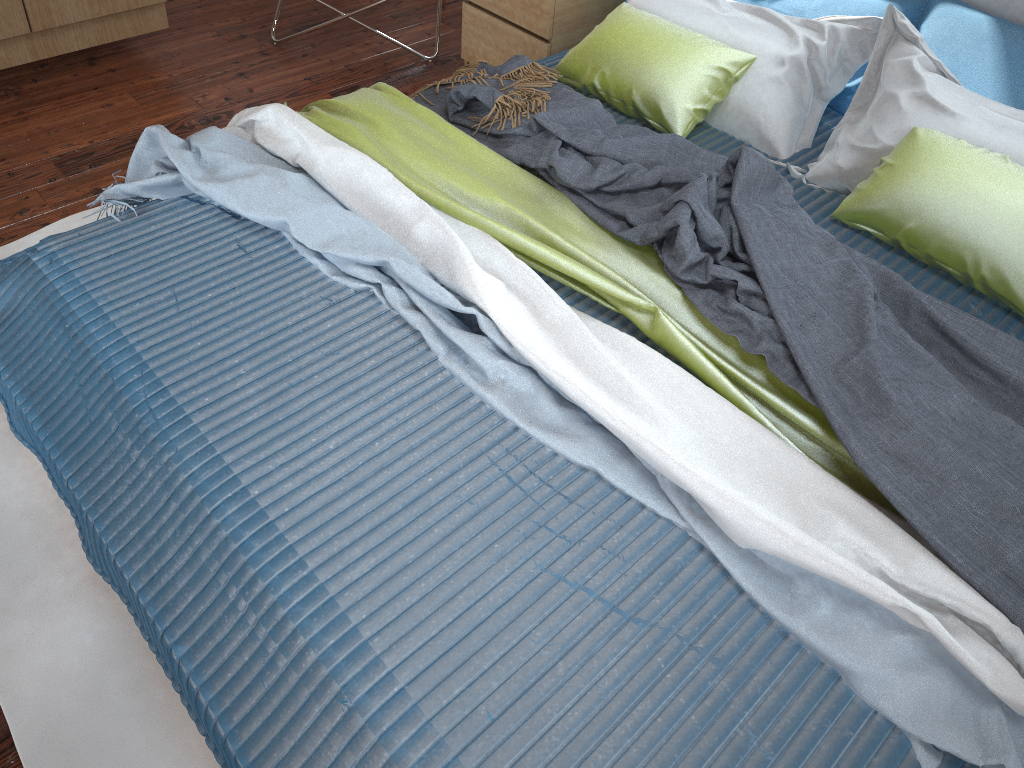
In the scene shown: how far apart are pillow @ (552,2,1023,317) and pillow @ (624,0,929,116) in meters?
0.3

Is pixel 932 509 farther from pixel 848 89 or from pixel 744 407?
pixel 848 89

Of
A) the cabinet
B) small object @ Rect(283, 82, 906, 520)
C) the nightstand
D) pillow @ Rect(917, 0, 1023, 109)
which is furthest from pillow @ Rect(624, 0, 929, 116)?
the cabinet

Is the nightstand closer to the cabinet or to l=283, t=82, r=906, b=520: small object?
l=283, t=82, r=906, b=520: small object

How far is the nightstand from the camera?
2.7m

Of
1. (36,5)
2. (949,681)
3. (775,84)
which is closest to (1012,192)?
(775,84)

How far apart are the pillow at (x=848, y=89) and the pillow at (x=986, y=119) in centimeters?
19cm

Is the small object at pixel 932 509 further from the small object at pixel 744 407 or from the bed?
the bed

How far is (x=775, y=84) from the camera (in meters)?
2.16

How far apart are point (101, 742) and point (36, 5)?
2.17m
